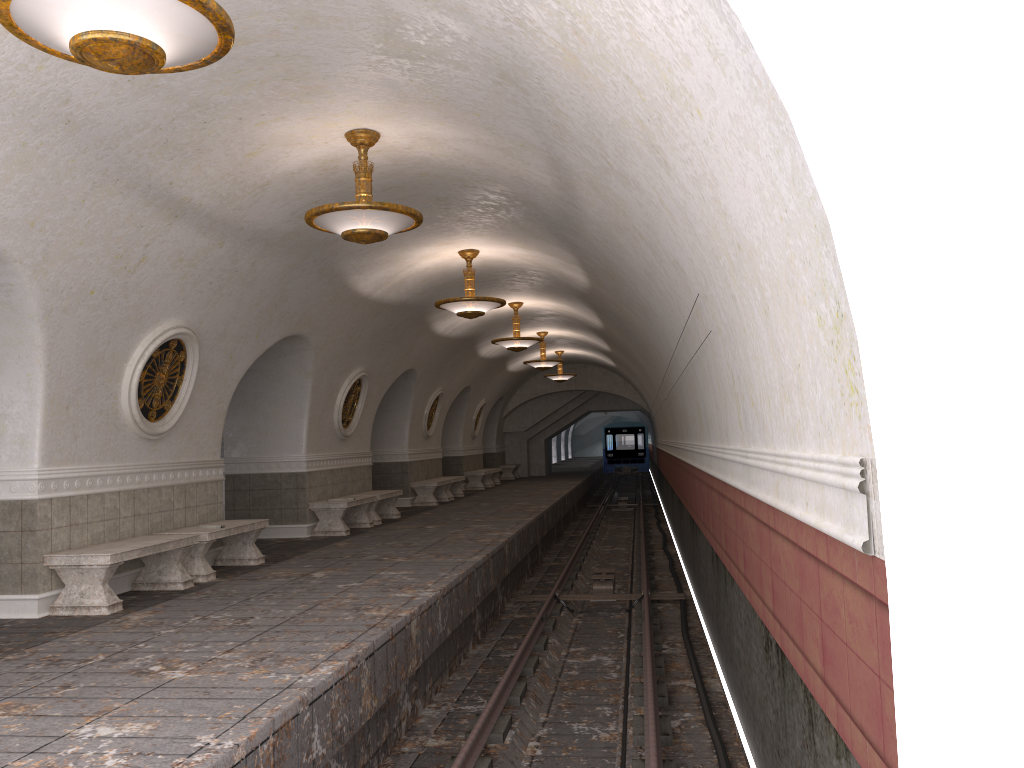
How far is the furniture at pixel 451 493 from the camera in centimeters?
2103cm

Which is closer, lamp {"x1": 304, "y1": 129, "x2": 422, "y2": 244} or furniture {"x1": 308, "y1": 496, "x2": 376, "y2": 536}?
lamp {"x1": 304, "y1": 129, "x2": 422, "y2": 244}

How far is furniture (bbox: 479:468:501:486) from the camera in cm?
2800

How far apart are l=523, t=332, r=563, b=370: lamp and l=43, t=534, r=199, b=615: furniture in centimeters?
1348cm

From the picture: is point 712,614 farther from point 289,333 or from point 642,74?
point 642,74

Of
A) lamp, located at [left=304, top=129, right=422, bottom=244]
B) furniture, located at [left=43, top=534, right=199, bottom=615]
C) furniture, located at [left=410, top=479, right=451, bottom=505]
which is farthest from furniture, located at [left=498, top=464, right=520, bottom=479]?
lamp, located at [left=304, top=129, right=422, bottom=244]

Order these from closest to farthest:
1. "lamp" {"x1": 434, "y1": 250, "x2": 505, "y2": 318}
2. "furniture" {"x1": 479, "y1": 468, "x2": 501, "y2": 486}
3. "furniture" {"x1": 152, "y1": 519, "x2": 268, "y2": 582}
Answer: "furniture" {"x1": 152, "y1": 519, "x2": 268, "y2": 582}, "lamp" {"x1": 434, "y1": 250, "x2": 505, "y2": 318}, "furniture" {"x1": 479, "y1": 468, "x2": 501, "y2": 486}

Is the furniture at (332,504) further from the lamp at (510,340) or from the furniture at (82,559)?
the furniture at (82,559)

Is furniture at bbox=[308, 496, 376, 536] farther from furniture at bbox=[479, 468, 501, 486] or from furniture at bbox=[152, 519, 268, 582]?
furniture at bbox=[479, 468, 501, 486]

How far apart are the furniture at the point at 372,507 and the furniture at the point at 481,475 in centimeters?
899cm
